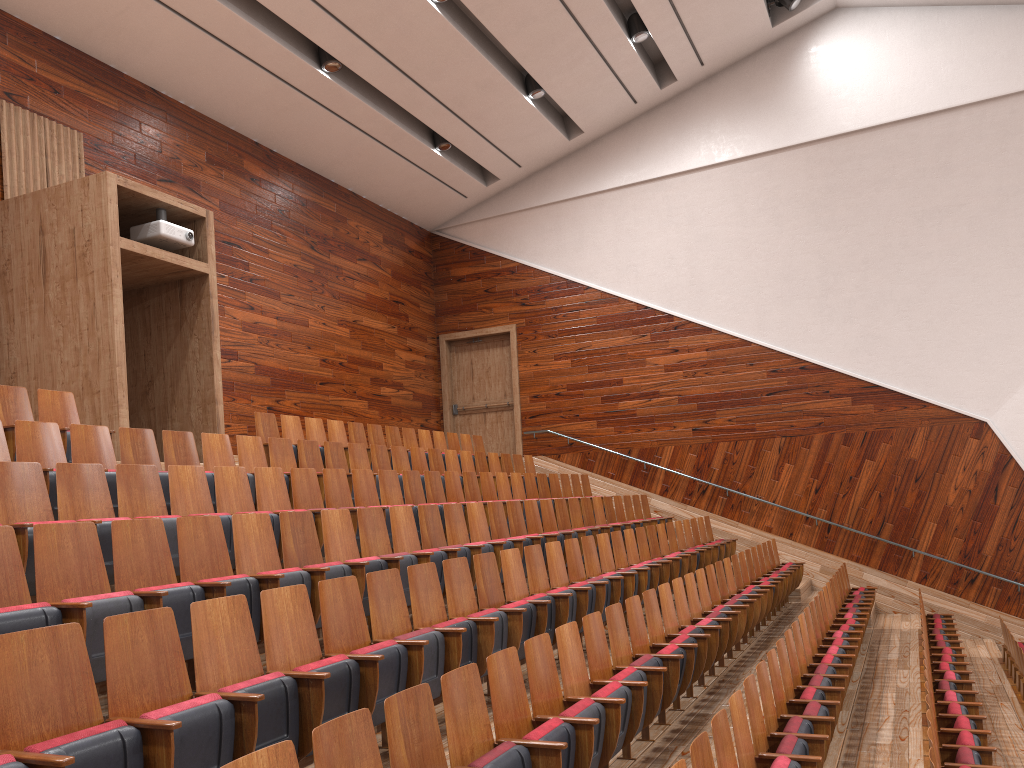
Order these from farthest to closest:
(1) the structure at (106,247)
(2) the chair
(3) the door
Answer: (3) the door → (1) the structure at (106,247) → (2) the chair

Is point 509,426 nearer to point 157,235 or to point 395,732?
point 157,235

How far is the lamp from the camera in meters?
1.2

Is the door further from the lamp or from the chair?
the lamp

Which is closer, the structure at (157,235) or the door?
the structure at (157,235)

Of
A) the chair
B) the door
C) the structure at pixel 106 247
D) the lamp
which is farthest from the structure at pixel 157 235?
the lamp

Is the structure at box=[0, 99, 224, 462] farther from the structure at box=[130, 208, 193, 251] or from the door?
the door

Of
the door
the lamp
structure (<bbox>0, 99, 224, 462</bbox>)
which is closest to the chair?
structure (<bbox>0, 99, 224, 462</bbox>)

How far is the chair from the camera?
0.28m

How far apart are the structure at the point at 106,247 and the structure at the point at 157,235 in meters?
0.0 m
